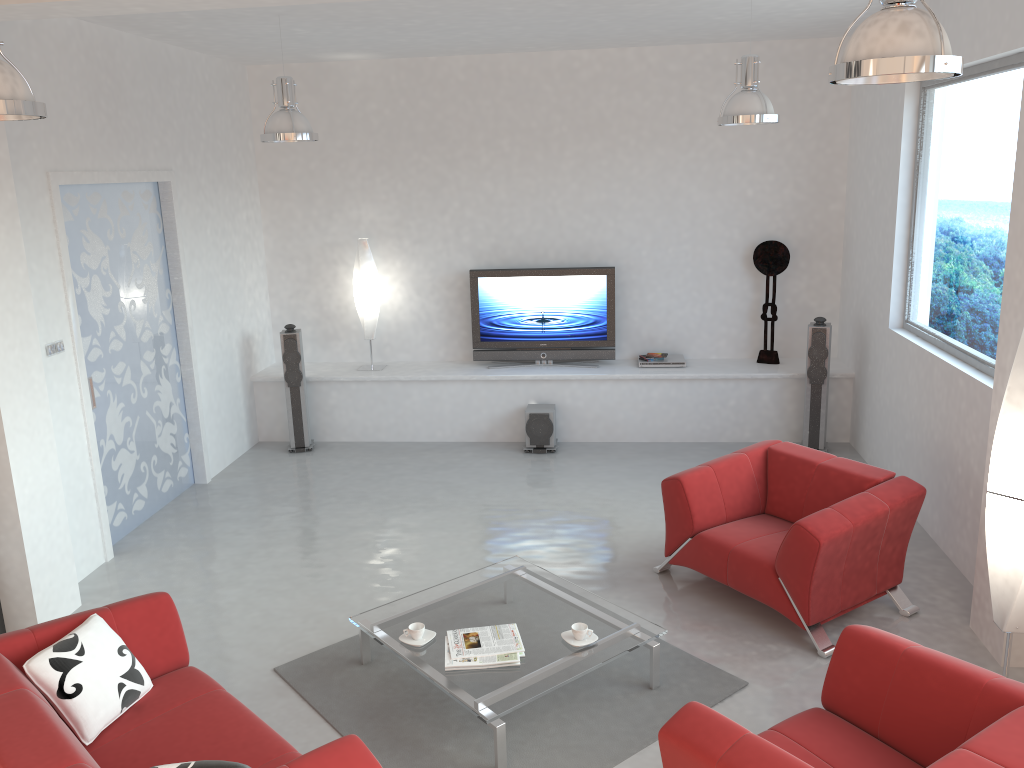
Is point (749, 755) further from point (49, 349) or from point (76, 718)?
point (49, 349)

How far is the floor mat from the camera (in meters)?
3.86

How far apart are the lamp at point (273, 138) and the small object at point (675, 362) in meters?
3.7 m

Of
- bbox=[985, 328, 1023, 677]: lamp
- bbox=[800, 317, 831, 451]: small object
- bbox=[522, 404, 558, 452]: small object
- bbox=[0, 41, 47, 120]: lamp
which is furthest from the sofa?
bbox=[800, 317, 831, 451]: small object

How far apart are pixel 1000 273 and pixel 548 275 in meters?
4.0 m

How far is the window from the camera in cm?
513

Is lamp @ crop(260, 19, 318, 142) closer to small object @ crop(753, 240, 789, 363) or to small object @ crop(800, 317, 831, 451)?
small object @ crop(753, 240, 789, 363)

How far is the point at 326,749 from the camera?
2.84m

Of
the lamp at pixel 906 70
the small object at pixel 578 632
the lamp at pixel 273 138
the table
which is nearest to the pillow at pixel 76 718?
the table

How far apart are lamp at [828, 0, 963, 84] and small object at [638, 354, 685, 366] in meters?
5.3 m
